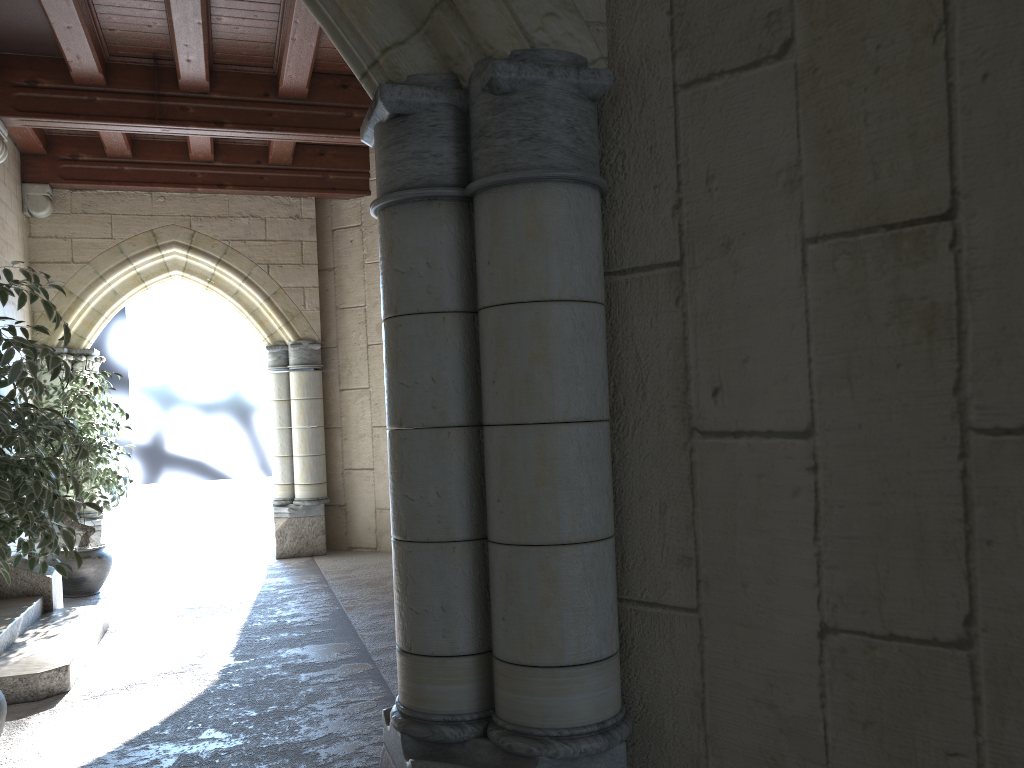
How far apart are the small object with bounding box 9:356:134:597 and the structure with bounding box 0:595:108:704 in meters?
1.0 m

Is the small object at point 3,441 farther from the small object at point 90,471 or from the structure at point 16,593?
the small object at point 90,471

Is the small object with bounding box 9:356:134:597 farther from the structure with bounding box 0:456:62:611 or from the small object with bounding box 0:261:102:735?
the small object with bounding box 0:261:102:735

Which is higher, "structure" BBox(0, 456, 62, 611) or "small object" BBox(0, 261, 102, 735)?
"small object" BBox(0, 261, 102, 735)

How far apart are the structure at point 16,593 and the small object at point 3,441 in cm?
187

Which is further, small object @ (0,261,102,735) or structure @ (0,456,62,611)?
structure @ (0,456,62,611)

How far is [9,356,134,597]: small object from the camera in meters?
5.6

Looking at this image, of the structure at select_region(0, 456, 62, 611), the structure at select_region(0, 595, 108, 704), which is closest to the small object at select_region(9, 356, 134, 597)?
the structure at select_region(0, 456, 62, 611)

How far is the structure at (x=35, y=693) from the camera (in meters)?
3.54

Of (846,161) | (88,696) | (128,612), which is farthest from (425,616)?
(128,612)
